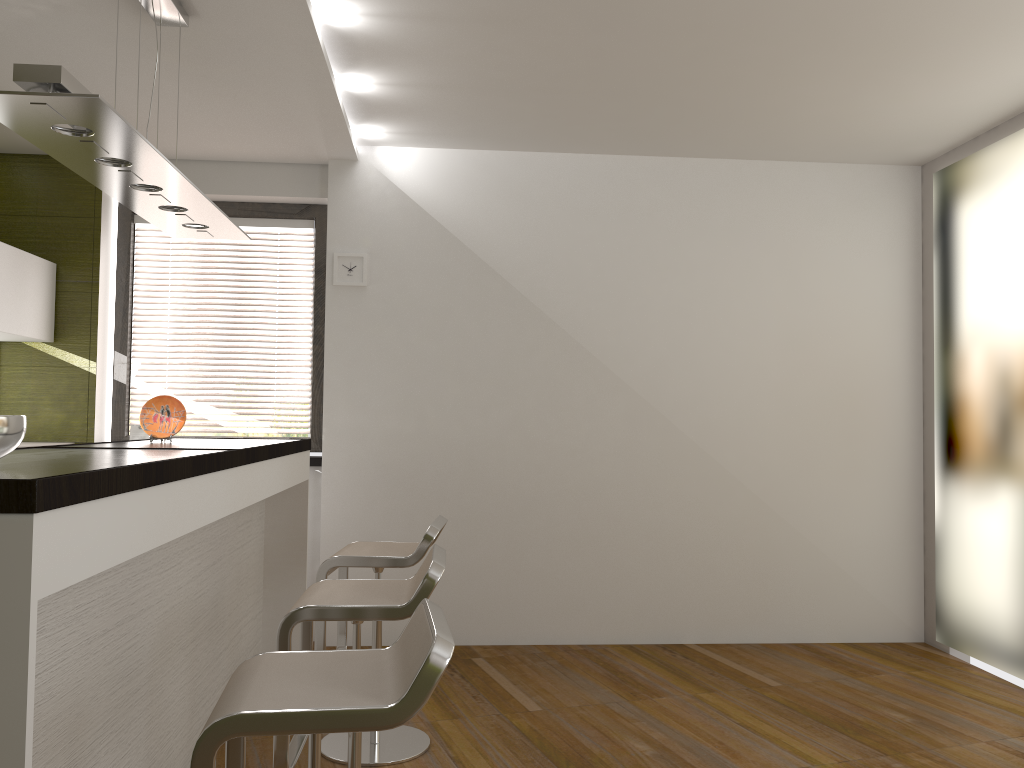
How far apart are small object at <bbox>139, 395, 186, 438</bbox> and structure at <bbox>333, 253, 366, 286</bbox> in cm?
143

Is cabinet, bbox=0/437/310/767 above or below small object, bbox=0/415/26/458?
below

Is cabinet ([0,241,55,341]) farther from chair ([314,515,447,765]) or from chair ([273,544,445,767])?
chair ([273,544,445,767])

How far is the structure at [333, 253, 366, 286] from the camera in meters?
4.9

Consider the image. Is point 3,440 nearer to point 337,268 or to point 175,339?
point 337,268

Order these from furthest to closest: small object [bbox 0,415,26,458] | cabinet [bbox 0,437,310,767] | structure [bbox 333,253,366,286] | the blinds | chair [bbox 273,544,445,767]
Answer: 1. the blinds
2. structure [bbox 333,253,366,286]
3. chair [bbox 273,544,445,767]
4. small object [bbox 0,415,26,458]
5. cabinet [bbox 0,437,310,767]

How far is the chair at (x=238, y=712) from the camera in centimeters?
149cm

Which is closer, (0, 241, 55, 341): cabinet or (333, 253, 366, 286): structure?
(0, 241, 55, 341): cabinet

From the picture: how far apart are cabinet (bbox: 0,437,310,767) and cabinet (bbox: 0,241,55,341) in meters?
1.3

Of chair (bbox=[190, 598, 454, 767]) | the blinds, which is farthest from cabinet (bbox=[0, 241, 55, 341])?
chair (bbox=[190, 598, 454, 767])
